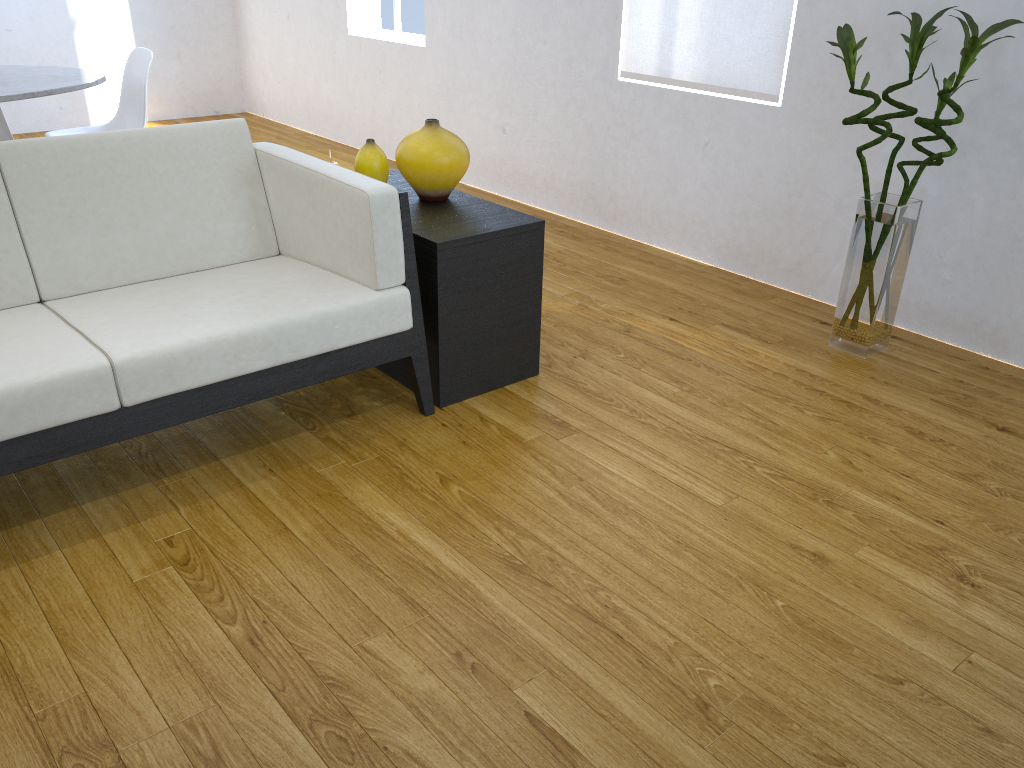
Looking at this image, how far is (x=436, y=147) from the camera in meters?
2.4

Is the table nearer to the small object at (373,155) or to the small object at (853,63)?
the small object at (373,155)

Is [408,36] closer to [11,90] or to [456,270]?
[11,90]

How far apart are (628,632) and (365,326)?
0.94m

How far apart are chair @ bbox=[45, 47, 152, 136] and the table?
0.15m

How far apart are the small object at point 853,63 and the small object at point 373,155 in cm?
127

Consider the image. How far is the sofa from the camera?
1.8 meters

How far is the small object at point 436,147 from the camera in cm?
239

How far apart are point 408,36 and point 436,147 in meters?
2.6

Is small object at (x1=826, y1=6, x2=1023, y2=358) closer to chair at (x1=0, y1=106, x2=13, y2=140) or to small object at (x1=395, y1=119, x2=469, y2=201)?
small object at (x1=395, y1=119, x2=469, y2=201)
